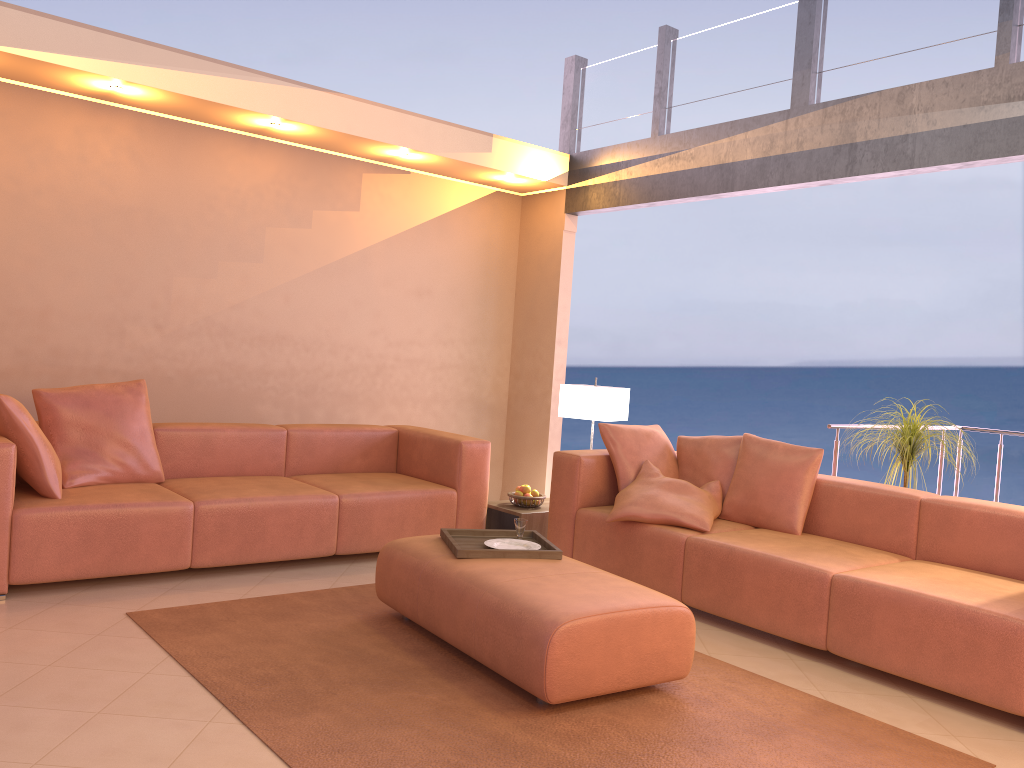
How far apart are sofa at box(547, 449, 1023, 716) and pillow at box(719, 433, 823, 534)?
0.0 meters

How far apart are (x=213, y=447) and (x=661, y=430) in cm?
251

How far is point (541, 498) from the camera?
5.29m

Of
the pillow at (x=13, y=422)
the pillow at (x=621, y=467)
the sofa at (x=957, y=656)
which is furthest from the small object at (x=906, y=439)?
the pillow at (x=13, y=422)

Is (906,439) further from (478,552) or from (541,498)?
(478,552)

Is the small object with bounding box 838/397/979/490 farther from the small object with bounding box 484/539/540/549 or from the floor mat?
the small object with bounding box 484/539/540/549

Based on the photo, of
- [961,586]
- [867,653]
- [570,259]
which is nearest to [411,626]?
[867,653]

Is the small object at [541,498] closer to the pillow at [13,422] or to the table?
the table

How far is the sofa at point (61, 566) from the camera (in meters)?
3.81

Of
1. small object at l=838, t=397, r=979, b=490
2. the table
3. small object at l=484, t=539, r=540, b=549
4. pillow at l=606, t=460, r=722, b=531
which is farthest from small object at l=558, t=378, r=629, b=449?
small object at l=484, t=539, r=540, b=549
